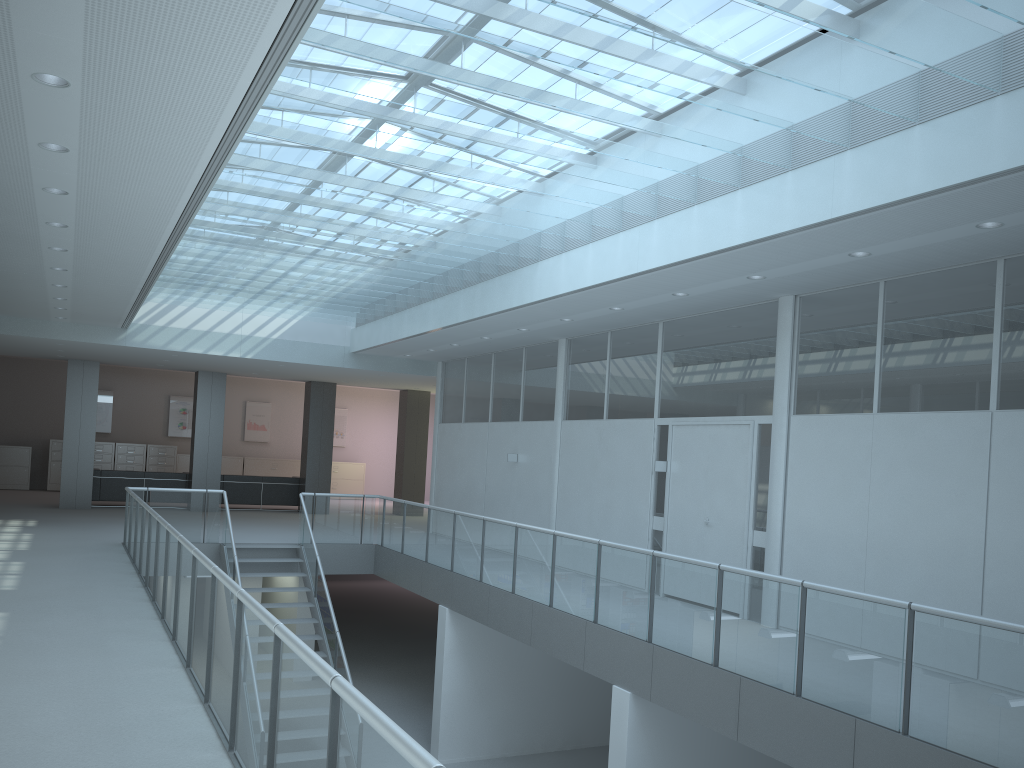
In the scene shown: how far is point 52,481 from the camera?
20.90m

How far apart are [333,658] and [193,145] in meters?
7.3 m

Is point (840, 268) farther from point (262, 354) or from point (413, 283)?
point (262, 354)

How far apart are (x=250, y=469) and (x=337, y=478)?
2.34m

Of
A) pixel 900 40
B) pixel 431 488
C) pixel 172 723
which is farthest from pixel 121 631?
pixel 431 488

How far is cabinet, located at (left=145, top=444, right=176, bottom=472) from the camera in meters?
21.9

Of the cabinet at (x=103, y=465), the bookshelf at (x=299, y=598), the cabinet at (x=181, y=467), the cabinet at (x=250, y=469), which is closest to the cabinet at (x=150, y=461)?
the cabinet at (x=181, y=467)

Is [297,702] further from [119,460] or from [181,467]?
[181,467]

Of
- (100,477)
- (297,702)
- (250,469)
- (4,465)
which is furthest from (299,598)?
(297,702)

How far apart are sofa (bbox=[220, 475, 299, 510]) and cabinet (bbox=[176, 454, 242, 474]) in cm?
481
